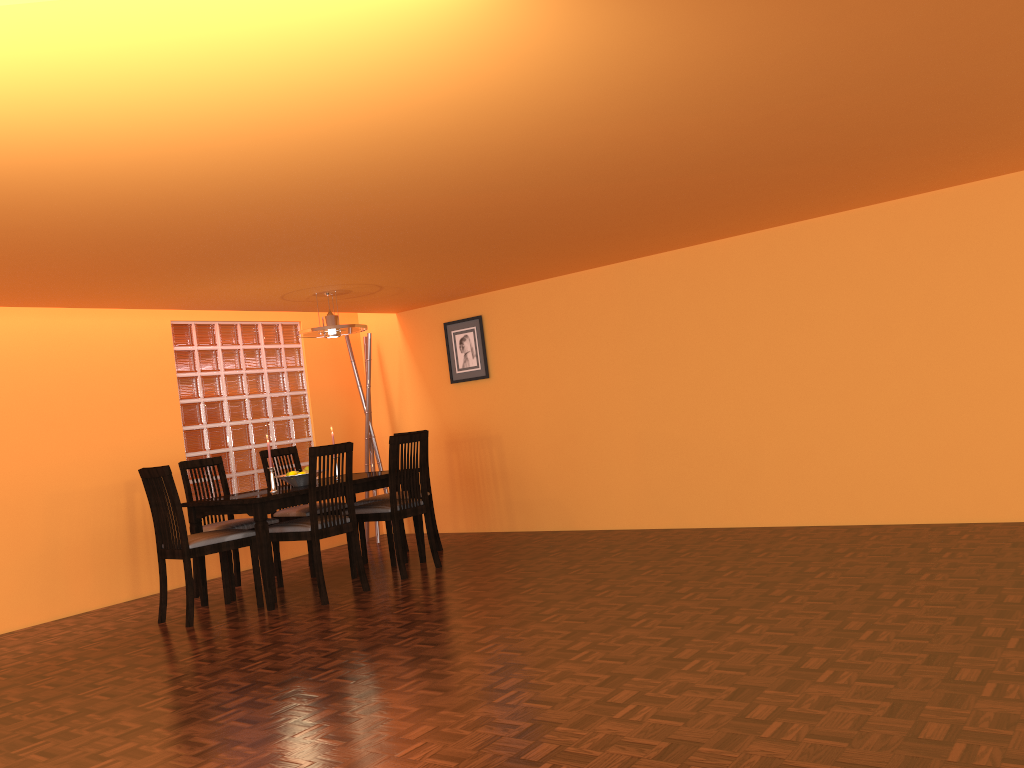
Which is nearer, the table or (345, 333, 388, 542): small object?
the table

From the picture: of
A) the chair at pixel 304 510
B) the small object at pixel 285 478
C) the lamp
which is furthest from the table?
the lamp

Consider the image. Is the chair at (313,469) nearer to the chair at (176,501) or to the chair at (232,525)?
the chair at (176,501)

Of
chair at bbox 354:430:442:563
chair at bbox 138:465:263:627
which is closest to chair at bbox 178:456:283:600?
chair at bbox 138:465:263:627

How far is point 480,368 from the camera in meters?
6.4 m

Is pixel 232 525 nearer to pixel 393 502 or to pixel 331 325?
pixel 393 502

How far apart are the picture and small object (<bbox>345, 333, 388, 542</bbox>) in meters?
0.6

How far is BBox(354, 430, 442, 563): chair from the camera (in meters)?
5.50

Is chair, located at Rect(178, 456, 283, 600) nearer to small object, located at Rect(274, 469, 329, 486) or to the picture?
small object, located at Rect(274, 469, 329, 486)

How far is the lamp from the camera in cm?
524
